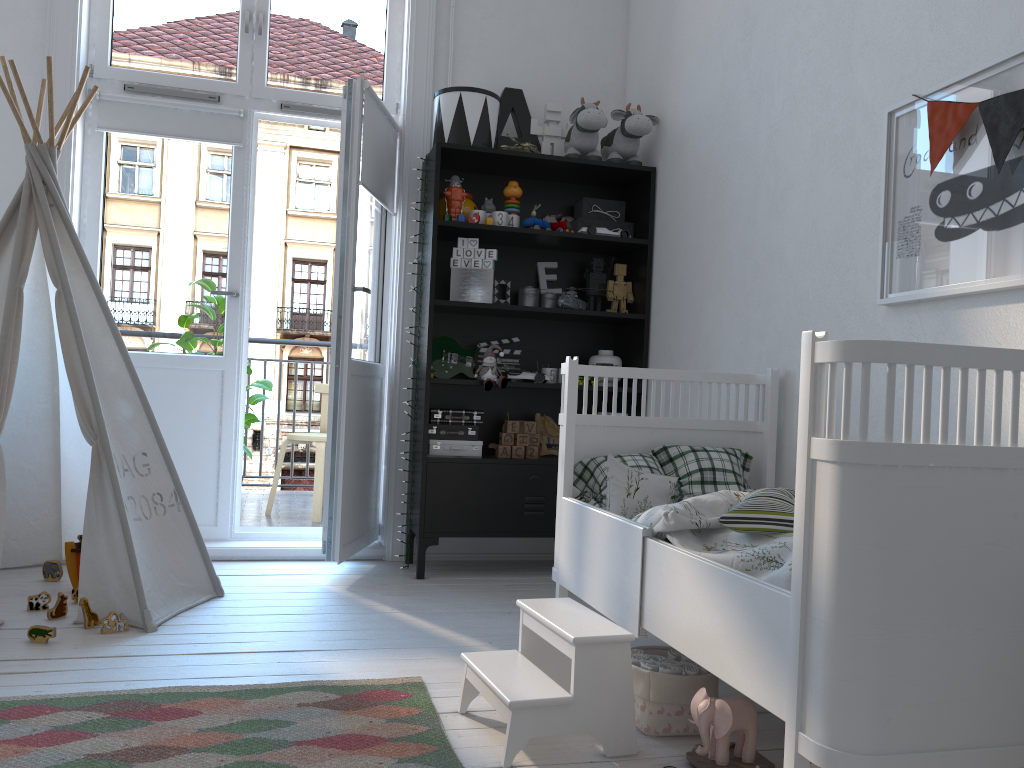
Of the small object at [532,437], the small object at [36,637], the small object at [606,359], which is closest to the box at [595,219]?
the small object at [606,359]

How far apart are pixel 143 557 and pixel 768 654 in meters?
2.0

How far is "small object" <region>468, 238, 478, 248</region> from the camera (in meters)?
3.49

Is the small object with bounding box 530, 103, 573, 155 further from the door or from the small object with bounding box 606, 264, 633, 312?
the door

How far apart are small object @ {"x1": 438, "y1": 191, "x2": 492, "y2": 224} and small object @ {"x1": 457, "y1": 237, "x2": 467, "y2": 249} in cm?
9

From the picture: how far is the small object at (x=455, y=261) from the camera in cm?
349

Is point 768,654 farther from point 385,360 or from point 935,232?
point 385,360

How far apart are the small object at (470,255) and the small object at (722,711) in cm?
Result: 213

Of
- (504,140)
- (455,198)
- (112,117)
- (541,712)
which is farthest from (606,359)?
(112,117)

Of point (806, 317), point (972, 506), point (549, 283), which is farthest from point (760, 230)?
point (972, 506)
